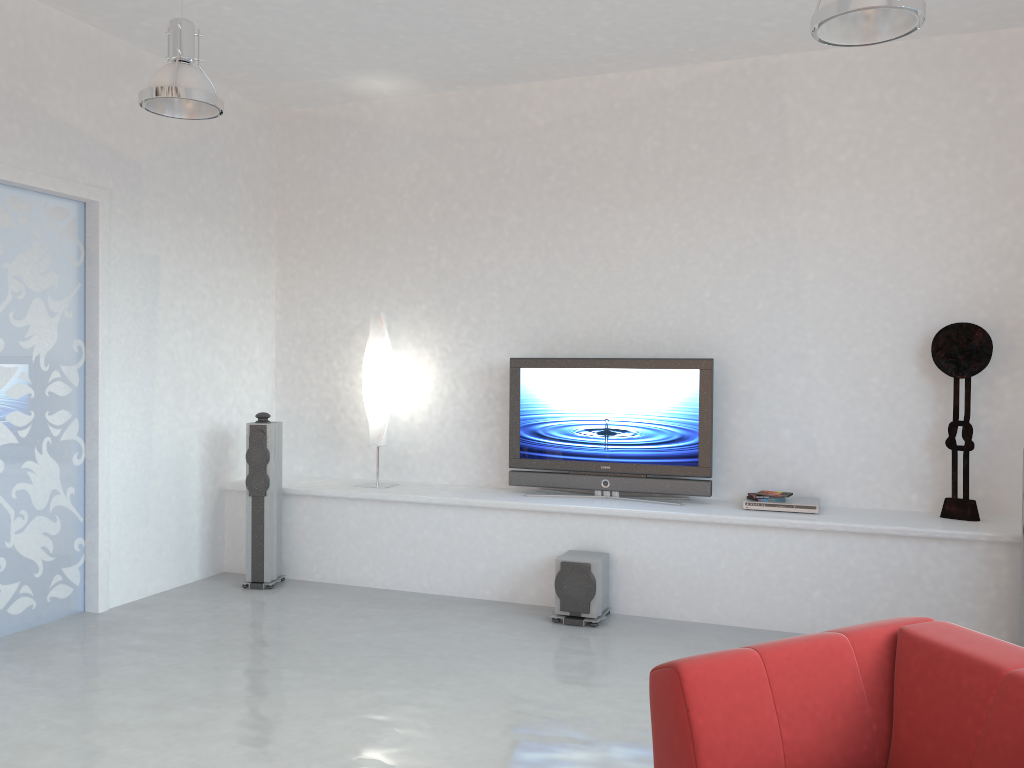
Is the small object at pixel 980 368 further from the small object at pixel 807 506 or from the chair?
the chair

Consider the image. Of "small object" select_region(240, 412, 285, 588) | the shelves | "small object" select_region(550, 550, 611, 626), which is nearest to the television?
the shelves

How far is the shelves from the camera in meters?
4.8 m

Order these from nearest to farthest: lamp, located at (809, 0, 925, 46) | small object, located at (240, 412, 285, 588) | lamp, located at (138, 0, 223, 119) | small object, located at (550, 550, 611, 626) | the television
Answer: lamp, located at (809, 0, 925, 46), lamp, located at (138, 0, 223, 119), small object, located at (550, 550, 611, 626), the television, small object, located at (240, 412, 285, 588)

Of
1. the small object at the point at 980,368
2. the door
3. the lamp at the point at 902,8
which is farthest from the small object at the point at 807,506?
the door

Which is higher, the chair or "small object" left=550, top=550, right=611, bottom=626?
the chair

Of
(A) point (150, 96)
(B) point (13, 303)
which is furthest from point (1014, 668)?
(B) point (13, 303)

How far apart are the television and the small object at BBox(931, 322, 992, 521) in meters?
1.3

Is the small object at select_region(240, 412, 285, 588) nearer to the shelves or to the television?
the shelves

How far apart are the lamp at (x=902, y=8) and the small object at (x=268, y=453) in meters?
4.1 m
